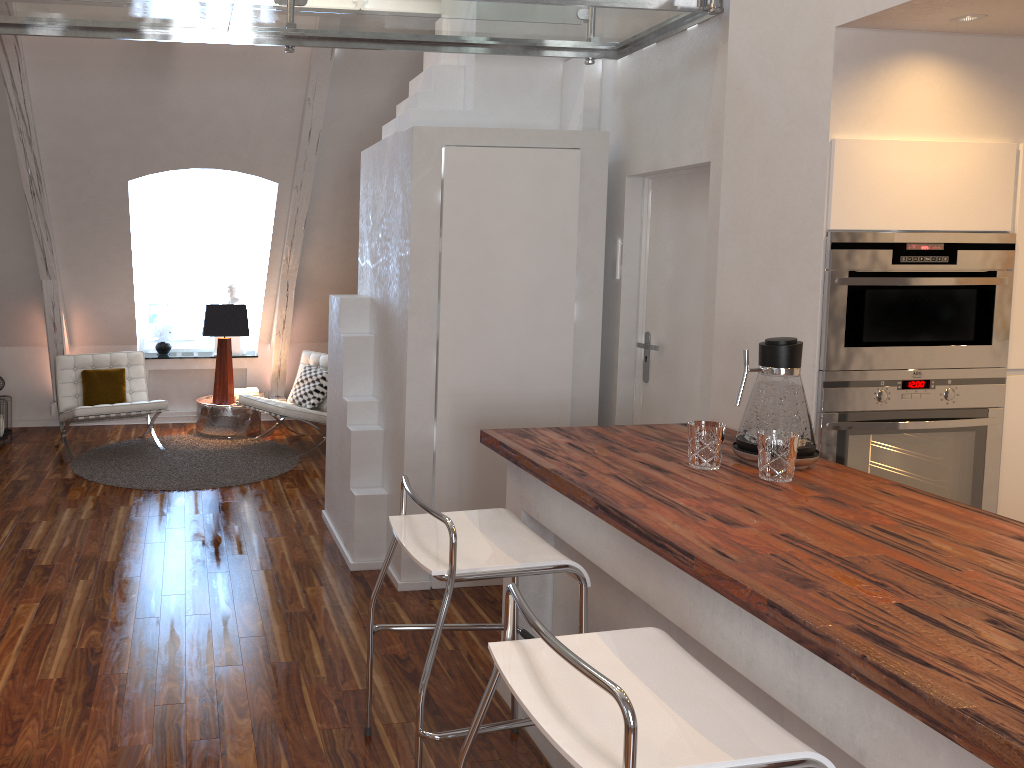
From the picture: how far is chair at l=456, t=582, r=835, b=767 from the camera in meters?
1.4

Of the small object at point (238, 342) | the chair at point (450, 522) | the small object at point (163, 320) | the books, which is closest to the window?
→ the small object at point (163, 320)

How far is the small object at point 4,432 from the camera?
5.79m

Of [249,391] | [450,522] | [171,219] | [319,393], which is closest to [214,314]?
[249,391]

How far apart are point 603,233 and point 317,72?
2.1m

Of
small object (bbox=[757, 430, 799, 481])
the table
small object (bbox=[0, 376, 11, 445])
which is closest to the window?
the table

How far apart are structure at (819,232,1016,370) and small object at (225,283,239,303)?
5.32m

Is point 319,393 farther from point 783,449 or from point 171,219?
point 783,449

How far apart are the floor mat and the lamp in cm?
30

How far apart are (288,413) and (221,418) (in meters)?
0.83
